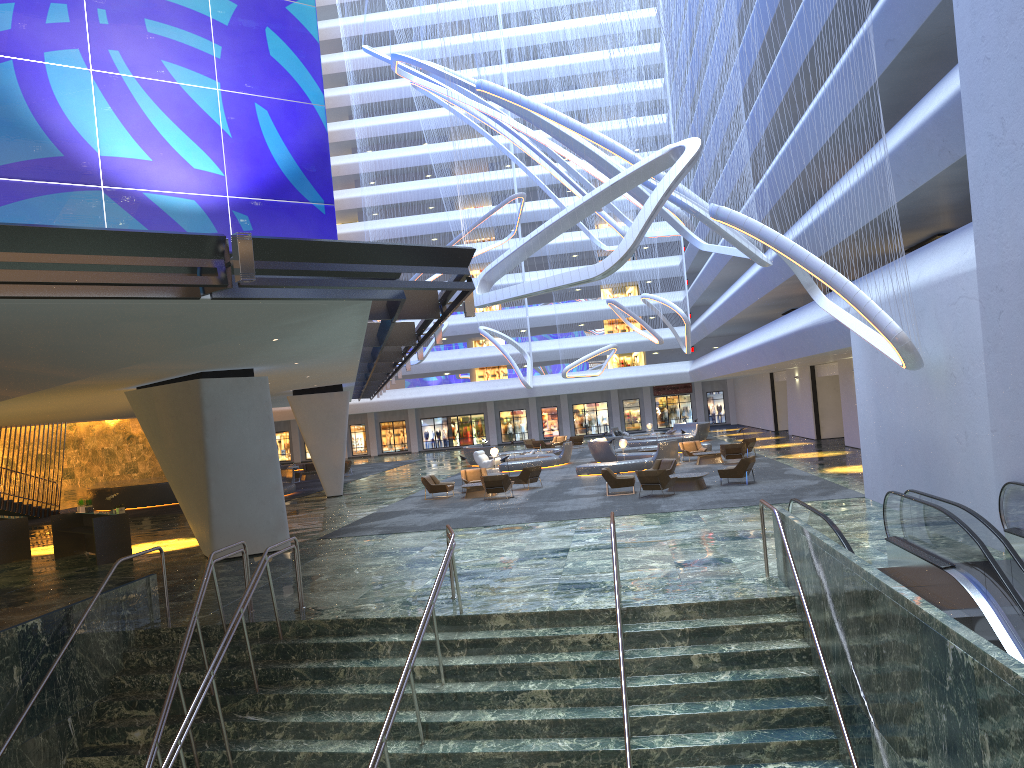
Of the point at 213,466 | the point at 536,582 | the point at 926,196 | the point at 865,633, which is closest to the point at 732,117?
the point at 926,196

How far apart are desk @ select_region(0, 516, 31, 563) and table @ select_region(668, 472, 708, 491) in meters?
17.1

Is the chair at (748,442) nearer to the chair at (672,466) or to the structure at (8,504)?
the chair at (672,466)

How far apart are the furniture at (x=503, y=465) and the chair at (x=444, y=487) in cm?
893

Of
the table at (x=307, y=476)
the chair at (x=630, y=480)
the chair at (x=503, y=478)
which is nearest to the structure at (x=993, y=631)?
the chair at (x=630, y=480)

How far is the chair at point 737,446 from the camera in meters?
31.4

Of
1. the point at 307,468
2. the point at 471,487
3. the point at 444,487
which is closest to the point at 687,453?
the point at 471,487

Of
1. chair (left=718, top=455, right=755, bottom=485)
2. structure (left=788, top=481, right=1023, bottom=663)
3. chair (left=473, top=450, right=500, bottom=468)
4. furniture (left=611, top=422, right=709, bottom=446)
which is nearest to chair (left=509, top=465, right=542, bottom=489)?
chair (left=718, top=455, right=755, bottom=485)

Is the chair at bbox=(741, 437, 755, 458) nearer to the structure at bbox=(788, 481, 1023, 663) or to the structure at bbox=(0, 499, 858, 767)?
the structure at bbox=(788, 481, 1023, 663)

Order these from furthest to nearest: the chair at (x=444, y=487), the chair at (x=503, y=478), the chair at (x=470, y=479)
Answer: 1. the chair at (x=470, y=479)
2. the chair at (x=444, y=487)
3. the chair at (x=503, y=478)
